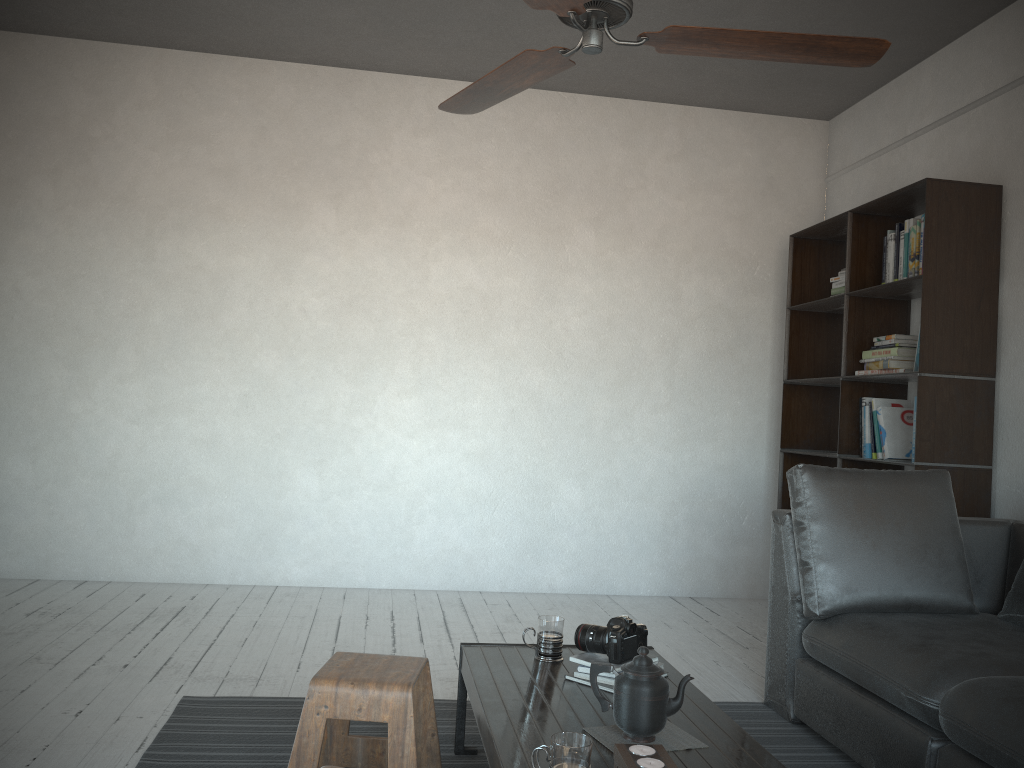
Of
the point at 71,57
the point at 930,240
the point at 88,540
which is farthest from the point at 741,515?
the point at 71,57

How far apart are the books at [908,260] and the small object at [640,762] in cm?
271

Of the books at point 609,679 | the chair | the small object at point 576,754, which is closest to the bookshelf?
the books at point 609,679

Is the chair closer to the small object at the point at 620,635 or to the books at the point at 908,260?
the small object at the point at 620,635

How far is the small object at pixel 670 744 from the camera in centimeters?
189cm

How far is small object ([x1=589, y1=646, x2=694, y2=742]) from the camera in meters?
1.9

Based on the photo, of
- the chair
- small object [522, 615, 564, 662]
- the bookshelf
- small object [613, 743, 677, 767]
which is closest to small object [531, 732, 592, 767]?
small object [613, 743, 677, 767]

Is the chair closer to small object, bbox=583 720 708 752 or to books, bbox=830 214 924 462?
small object, bbox=583 720 708 752

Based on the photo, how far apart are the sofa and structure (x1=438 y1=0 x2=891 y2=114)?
1.4m

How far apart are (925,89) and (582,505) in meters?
2.8 m
